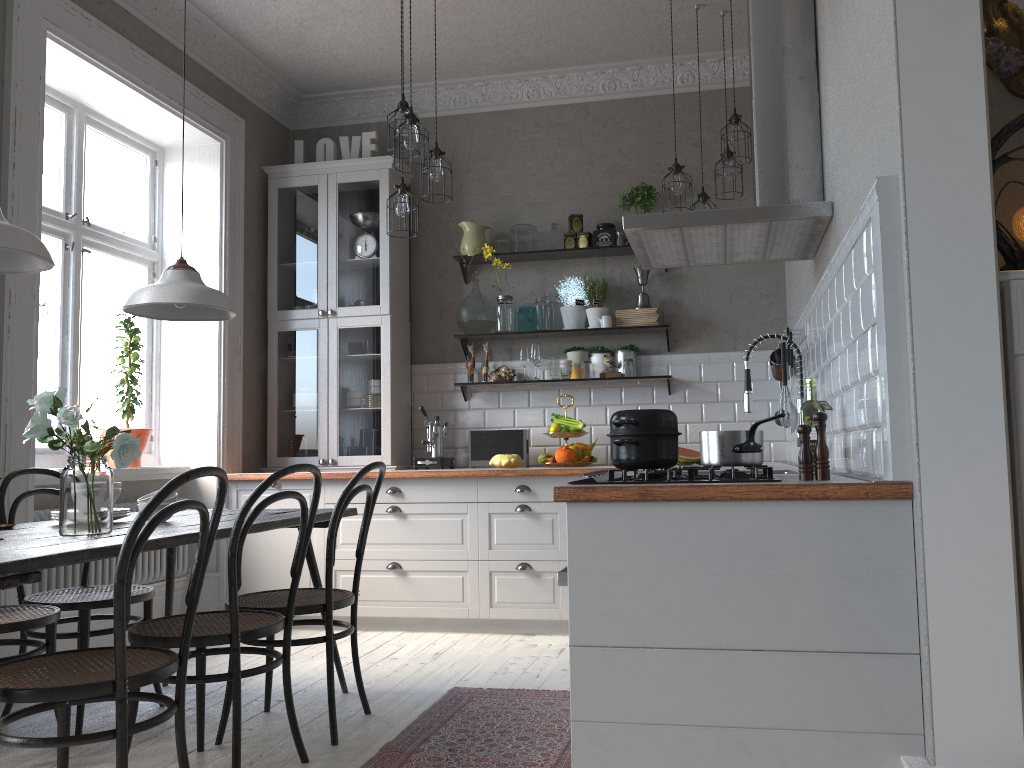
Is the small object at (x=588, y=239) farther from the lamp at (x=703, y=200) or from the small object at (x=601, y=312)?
the lamp at (x=703, y=200)

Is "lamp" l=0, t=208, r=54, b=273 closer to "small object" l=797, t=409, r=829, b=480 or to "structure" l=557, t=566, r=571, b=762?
"structure" l=557, t=566, r=571, b=762

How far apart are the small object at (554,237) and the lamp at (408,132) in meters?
1.7

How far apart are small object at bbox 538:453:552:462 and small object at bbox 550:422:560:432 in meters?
0.2

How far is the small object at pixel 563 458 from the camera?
5.0 meters

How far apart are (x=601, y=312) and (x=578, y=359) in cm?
31

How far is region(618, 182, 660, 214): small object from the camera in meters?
5.2 m

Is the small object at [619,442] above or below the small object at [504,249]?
below

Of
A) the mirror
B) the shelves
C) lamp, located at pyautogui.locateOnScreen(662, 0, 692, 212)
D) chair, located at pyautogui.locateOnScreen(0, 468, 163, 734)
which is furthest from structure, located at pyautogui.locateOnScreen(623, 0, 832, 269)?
chair, located at pyautogui.locateOnScreen(0, 468, 163, 734)

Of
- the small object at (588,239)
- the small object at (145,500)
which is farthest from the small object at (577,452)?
the small object at (145,500)
